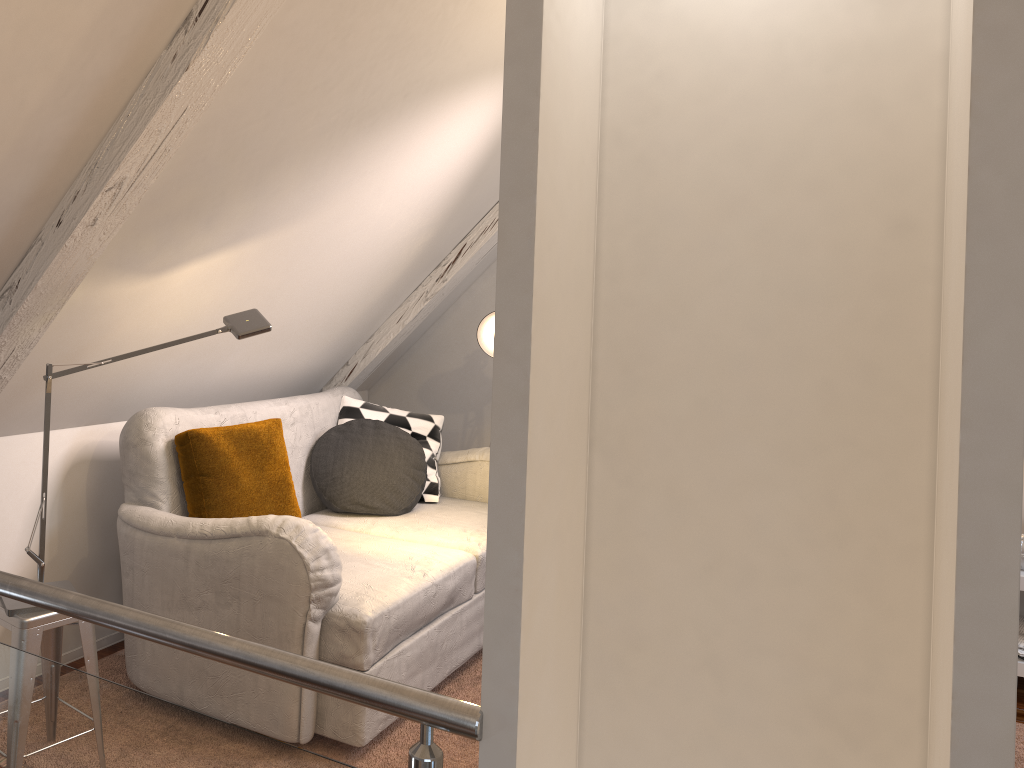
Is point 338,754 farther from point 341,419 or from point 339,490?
point 341,419

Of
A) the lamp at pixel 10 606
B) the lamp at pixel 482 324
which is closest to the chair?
the lamp at pixel 10 606

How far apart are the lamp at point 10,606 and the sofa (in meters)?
0.27

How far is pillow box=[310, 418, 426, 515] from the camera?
3.0 meters

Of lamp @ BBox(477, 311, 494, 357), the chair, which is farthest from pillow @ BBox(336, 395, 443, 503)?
the chair

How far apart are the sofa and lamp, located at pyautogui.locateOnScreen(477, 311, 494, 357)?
0.4m

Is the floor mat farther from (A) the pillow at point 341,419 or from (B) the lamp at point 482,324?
(B) the lamp at point 482,324

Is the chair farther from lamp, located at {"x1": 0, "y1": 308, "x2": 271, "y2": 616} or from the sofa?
the sofa

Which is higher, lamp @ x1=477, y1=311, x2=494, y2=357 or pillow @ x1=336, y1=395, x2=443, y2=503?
lamp @ x1=477, y1=311, x2=494, y2=357

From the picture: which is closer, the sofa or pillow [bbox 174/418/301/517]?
the sofa
